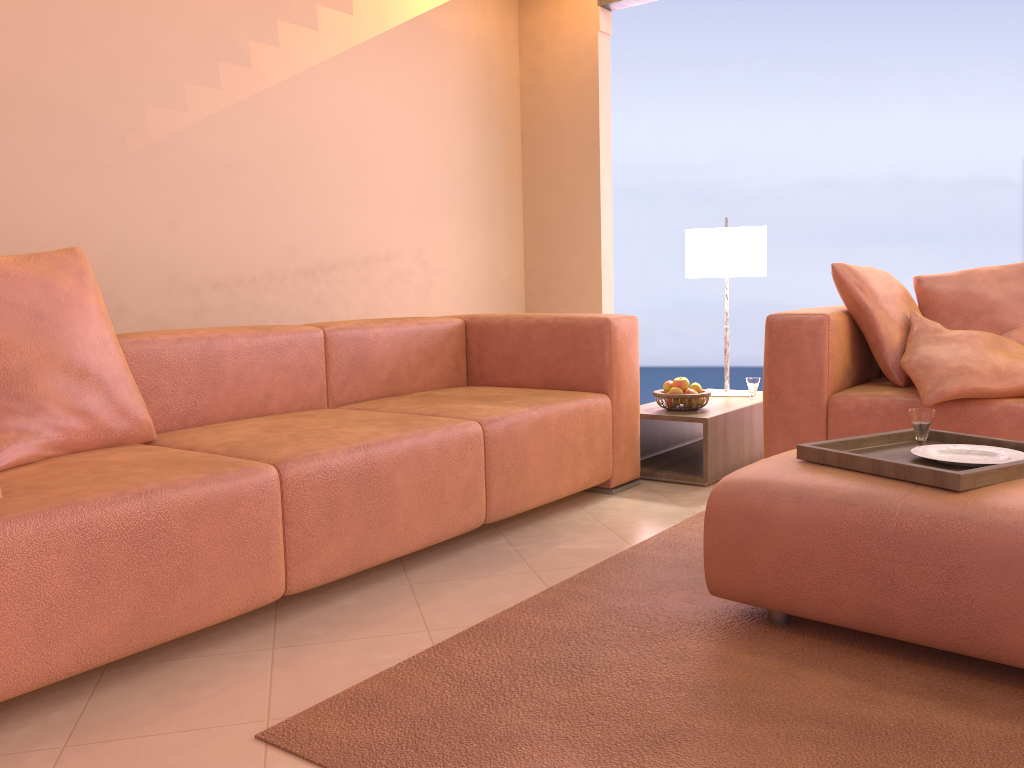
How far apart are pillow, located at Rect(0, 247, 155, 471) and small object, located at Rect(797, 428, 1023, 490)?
1.7m

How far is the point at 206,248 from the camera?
3.49m

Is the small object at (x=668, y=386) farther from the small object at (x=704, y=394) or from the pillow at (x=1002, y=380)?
the pillow at (x=1002, y=380)

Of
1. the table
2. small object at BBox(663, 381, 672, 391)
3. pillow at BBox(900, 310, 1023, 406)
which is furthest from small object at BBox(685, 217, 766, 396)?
pillow at BBox(900, 310, 1023, 406)

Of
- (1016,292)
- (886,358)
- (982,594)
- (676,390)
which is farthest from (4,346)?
(1016,292)

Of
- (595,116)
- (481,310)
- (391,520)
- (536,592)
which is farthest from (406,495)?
(595,116)

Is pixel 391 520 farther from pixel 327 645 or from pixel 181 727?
pixel 181 727

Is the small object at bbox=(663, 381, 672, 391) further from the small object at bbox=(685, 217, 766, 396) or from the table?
the small object at bbox=(685, 217, 766, 396)

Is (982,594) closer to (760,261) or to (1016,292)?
(1016,292)

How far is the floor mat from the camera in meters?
1.4 m
